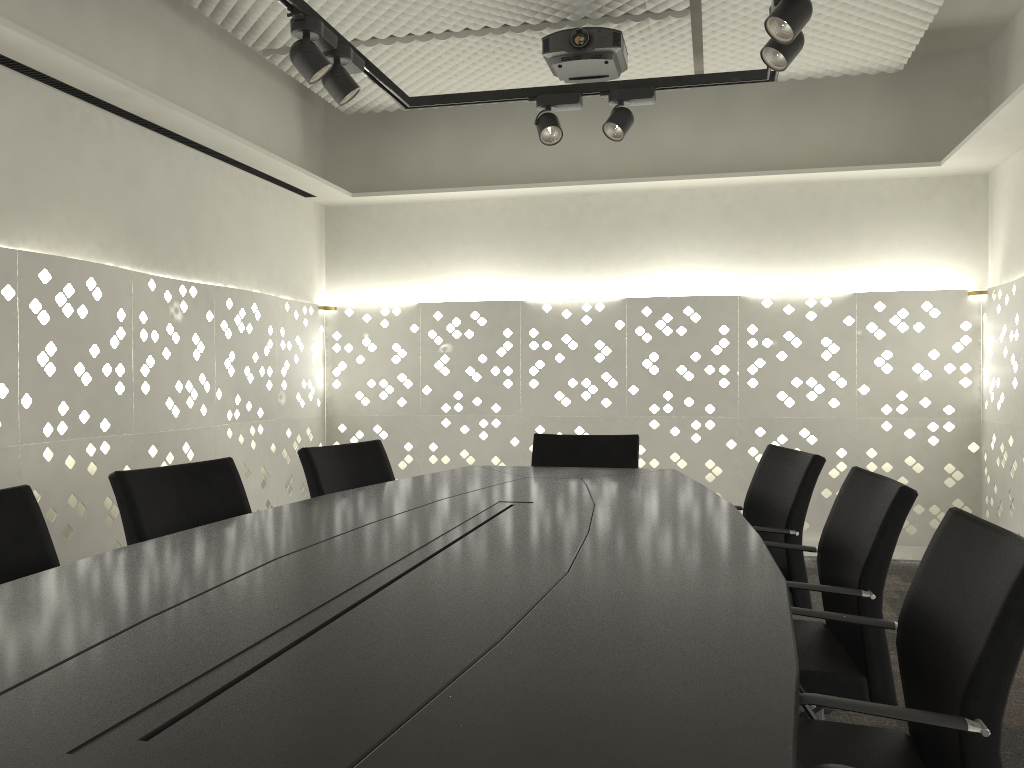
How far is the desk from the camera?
0.8m

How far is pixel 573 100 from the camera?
3.4 meters

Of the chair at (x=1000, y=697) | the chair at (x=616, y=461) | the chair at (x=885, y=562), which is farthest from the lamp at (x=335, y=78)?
the chair at (x=1000, y=697)

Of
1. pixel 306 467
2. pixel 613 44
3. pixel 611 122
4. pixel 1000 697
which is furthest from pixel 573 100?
pixel 1000 697

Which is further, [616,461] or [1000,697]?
[616,461]

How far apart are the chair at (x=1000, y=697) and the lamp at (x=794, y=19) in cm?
143

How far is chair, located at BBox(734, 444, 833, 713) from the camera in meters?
2.5

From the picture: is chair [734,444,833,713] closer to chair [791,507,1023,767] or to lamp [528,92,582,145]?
chair [791,507,1023,767]

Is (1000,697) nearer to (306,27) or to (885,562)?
(885,562)

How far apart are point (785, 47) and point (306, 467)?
1.9 meters
